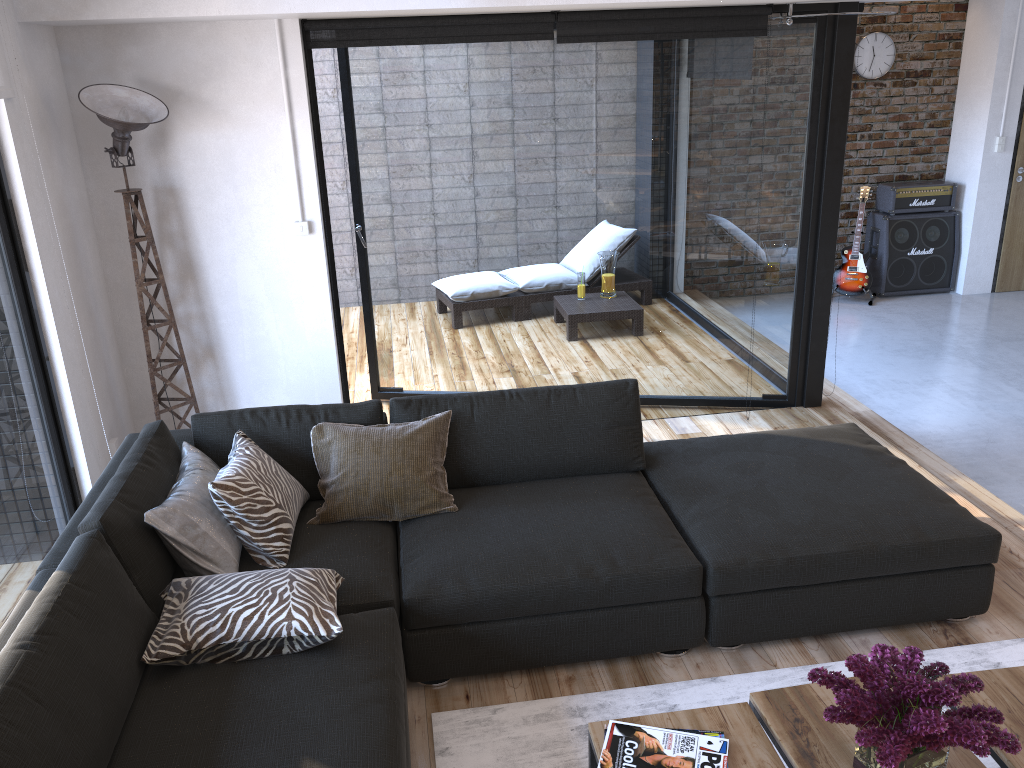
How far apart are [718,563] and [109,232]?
3.0m

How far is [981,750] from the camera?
1.73m

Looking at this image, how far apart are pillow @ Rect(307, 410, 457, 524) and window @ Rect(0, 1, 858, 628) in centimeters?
104cm

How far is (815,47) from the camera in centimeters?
430cm

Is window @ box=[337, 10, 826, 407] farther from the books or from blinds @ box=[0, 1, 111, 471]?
the books

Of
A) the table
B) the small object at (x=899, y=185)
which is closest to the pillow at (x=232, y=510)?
the table

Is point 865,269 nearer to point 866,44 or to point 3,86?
point 866,44

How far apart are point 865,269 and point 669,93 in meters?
3.8

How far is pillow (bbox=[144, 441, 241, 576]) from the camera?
2.6 meters

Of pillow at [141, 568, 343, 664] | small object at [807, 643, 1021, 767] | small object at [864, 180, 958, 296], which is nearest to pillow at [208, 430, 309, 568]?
pillow at [141, 568, 343, 664]
